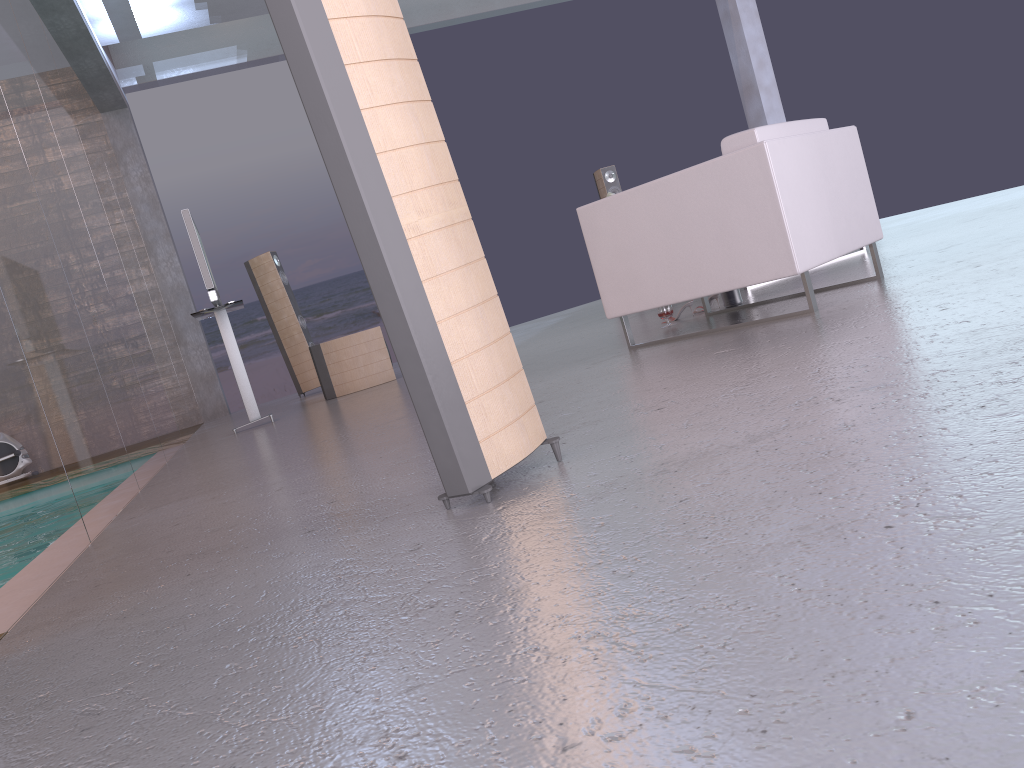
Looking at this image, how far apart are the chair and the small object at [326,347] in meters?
3.2

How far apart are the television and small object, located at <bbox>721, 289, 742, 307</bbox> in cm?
339

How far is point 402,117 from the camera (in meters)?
1.94

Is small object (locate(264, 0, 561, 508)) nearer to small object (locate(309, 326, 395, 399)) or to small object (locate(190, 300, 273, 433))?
small object (locate(190, 300, 273, 433))

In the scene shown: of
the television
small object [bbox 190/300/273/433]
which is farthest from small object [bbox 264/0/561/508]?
small object [bbox 190/300/273/433]

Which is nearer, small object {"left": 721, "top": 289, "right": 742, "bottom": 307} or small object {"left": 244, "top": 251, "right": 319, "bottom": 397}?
small object {"left": 721, "top": 289, "right": 742, "bottom": 307}

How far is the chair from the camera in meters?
3.6

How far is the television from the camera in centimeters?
605cm

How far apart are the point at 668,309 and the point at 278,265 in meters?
5.1

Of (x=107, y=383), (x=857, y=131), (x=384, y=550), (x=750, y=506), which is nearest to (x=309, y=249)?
(x=107, y=383)
